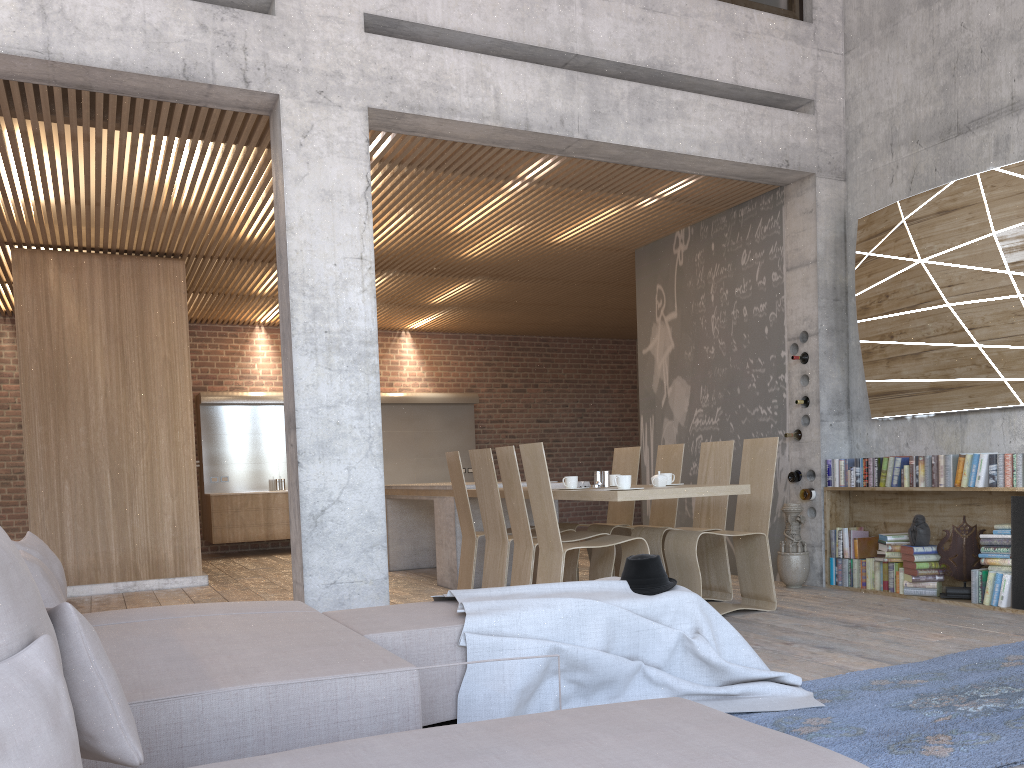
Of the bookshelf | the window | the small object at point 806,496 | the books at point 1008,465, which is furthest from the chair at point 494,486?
the window

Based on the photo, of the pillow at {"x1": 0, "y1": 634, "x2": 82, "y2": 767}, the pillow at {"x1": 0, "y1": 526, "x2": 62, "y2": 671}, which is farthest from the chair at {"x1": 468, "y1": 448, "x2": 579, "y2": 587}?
the pillow at {"x1": 0, "y1": 634, "x2": 82, "y2": 767}

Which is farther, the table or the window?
the window

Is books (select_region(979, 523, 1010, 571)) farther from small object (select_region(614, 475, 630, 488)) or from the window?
the window

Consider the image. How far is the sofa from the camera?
1.7m

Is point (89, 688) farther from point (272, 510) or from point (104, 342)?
point (272, 510)

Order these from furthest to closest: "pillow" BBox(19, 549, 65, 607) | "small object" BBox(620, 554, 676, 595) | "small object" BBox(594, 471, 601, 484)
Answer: "small object" BBox(594, 471, 601, 484) < "small object" BBox(620, 554, 676, 595) < "pillow" BBox(19, 549, 65, 607)

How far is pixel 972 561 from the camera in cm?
592

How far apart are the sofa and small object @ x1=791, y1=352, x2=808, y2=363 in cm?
444

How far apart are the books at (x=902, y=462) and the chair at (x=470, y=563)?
3.0 meters
